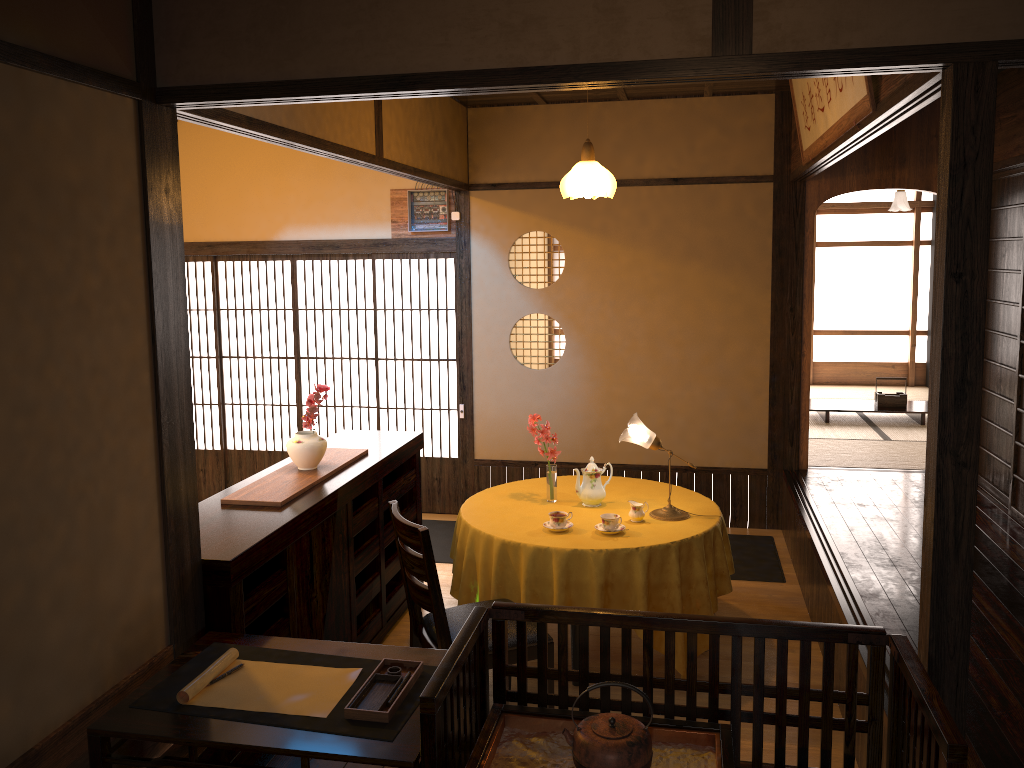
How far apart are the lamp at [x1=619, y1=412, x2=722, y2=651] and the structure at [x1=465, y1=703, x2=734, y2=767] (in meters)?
1.96

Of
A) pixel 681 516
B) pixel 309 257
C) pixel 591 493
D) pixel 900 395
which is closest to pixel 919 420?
pixel 900 395

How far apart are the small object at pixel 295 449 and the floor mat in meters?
1.9

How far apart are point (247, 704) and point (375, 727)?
0.39m

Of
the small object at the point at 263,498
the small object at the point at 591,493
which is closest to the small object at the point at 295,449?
the small object at the point at 263,498

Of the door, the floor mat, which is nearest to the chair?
the floor mat

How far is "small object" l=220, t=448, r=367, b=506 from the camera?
3.7 meters

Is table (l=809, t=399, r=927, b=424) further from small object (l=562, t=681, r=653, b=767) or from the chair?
small object (l=562, t=681, r=653, b=767)

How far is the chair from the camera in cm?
Result: 337

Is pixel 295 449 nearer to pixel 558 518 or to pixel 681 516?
pixel 558 518
